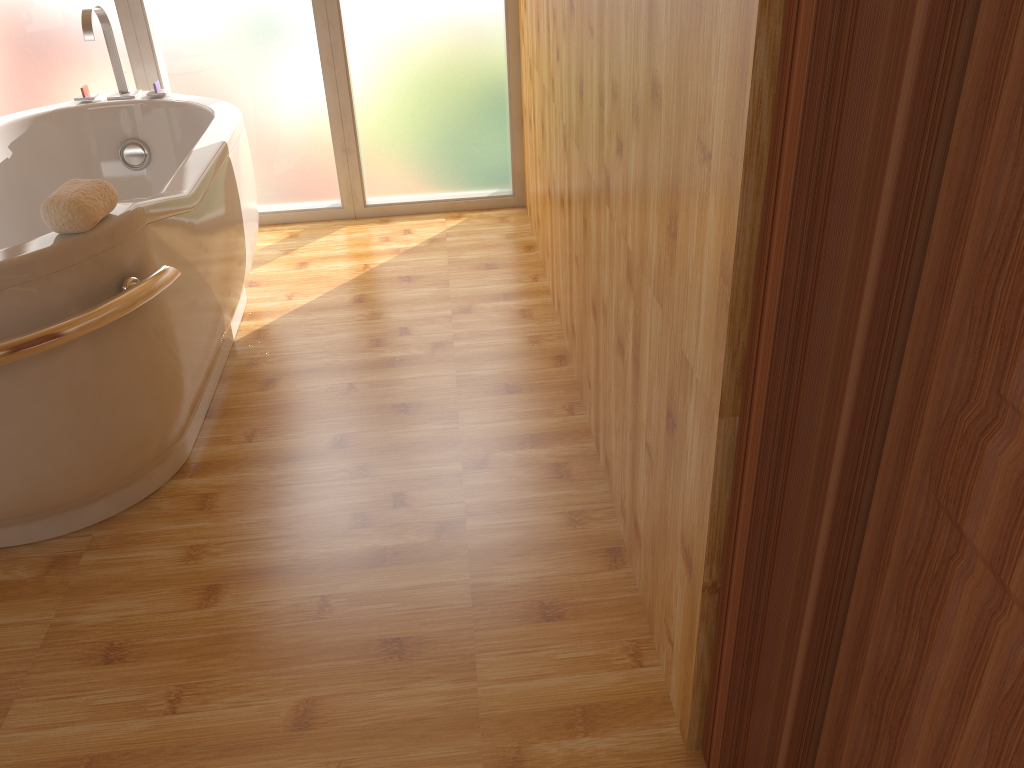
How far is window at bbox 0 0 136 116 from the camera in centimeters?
317cm

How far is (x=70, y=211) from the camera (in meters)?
1.61

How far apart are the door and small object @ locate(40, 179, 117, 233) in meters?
1.4

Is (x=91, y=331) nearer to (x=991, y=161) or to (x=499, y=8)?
(x=991, y=161)

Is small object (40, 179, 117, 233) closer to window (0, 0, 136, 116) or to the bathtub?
the bathtub

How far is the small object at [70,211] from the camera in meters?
1.6

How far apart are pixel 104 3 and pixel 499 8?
1.4 meters

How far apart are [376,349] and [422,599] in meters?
1.1

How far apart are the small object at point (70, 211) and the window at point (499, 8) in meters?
1.8 m

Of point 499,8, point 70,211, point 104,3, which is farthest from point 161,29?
point 70,211
